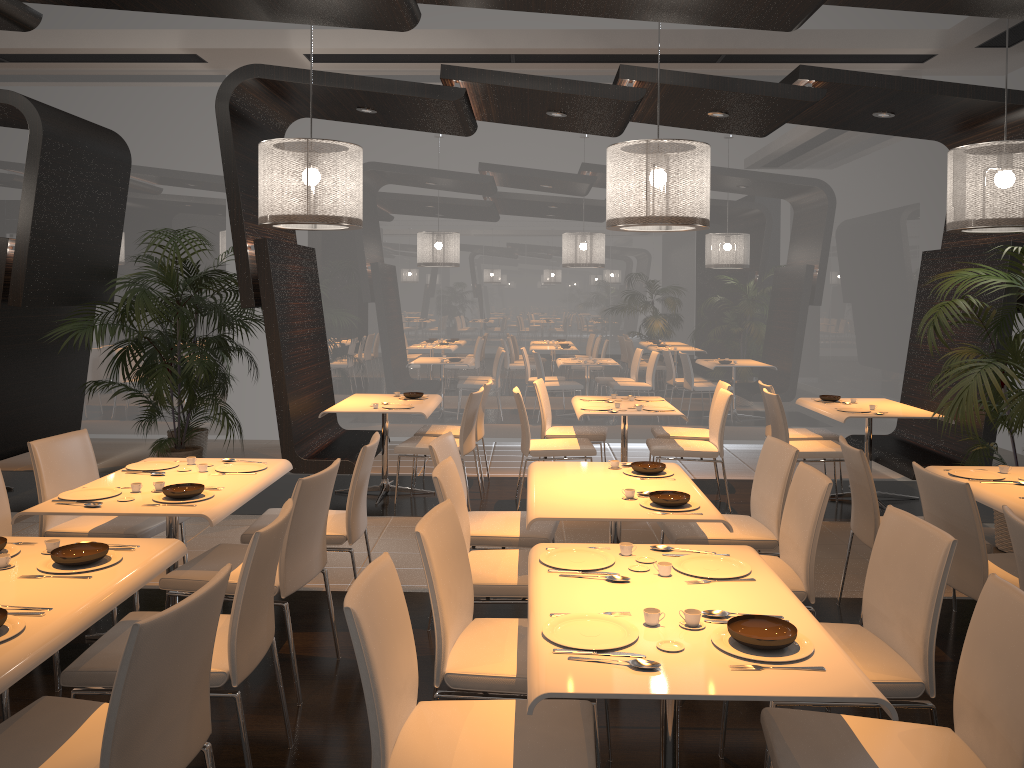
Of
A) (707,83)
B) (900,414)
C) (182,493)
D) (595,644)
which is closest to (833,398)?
(900,414)

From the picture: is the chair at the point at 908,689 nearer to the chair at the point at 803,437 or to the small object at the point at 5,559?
the small object at the point at 5,559

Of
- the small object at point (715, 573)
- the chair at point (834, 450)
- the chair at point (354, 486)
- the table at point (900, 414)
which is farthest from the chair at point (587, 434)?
the small object at point (715, 573)

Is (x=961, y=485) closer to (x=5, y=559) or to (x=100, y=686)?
(x=100, y=686)

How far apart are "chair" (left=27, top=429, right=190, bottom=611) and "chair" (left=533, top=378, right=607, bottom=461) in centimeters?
330cm

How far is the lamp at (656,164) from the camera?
5.0 meters

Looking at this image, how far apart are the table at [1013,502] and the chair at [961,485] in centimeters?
22cm

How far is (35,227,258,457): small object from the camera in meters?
6.4 m

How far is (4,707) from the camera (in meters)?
3.08

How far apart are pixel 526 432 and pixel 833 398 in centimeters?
262cm
